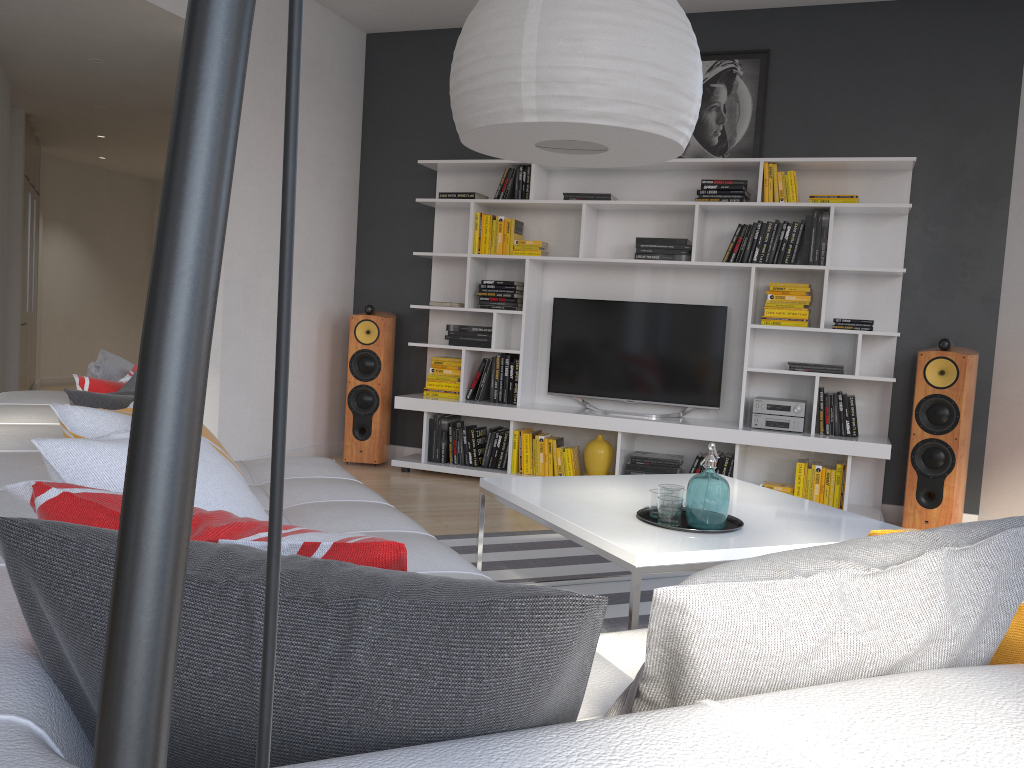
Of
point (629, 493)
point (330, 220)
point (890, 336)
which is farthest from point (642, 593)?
point (330, 220)

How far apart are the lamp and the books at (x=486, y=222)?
3.34m

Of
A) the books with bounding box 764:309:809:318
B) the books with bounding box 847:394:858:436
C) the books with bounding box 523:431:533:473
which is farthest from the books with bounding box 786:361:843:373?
the books with bounding box 523:431:533:473

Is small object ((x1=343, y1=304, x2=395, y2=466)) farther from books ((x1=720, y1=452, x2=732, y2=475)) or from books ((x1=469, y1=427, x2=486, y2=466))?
books ((x1=720, y1=452, x2=732, y2=475))

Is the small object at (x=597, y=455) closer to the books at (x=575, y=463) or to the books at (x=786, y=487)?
the books at (x=575, y=463)

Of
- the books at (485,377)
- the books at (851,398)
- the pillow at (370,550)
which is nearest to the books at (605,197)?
the books at (485,377)

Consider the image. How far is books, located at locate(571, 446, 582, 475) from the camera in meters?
5.5 m

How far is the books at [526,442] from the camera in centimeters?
558cm

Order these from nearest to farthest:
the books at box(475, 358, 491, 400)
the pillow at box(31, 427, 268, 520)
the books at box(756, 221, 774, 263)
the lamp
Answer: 1. the lamp
2. the pillow at box(31, 427, 268, 520)
3. the books at box(756, 221, 774, 263)
4. the books at box(475, 358, 491, 400)

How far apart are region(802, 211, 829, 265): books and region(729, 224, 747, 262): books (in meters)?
0.38
